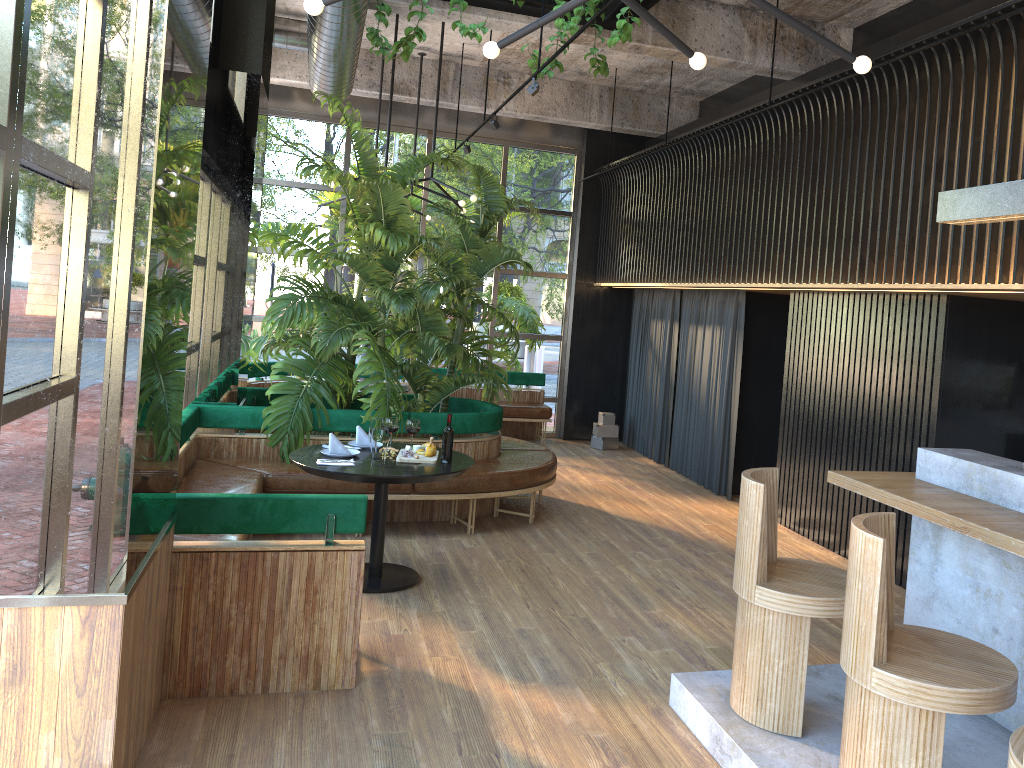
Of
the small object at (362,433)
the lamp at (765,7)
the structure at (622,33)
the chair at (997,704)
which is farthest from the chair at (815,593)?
the structure at (622,33)

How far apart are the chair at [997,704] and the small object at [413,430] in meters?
1.5 m

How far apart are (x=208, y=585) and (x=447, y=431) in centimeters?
214cm

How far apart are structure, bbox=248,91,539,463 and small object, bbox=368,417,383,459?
1.0m

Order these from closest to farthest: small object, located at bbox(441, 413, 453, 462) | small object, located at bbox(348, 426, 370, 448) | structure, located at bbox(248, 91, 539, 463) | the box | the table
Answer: small object, located at bbox(441, 413, 453, 462)
the table
small object, located at bbox(348, 426, 370, 448)
structure, located at bbox(248, 91, 539, 463)
the box

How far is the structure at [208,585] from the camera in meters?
3.8 m

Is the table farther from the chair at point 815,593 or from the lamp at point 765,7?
the lamp at point 765,7

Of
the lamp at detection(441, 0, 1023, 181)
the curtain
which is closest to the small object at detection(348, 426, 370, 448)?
the lamp at detection(441, 0, 1023, 181)

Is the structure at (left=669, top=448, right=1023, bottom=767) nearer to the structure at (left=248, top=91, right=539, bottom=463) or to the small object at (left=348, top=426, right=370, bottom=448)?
the small object at (left=348, top=426, right=370, bottom=448)

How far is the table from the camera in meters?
4.9
